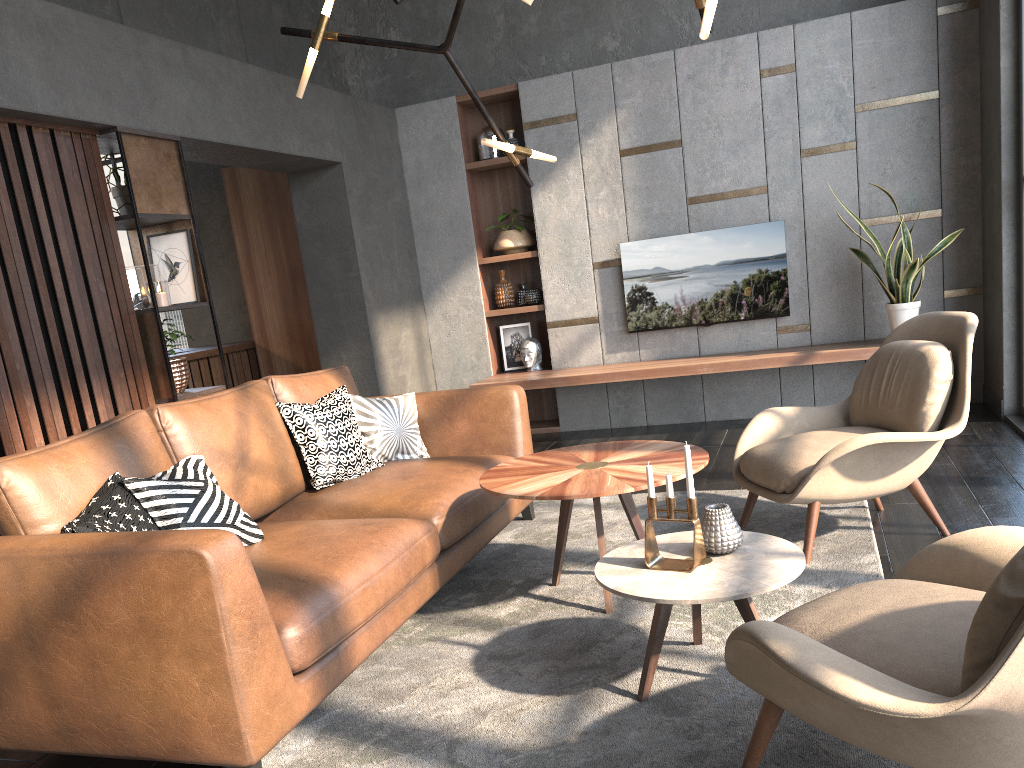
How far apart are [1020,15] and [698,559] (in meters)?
4.14

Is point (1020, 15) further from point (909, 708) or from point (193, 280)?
point (909, 708)

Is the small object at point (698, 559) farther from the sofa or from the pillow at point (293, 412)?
the pillow at point (293, 412)

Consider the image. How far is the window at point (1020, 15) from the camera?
4.77m

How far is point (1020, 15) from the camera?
4.8m

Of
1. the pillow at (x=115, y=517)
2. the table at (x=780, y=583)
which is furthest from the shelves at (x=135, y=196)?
the table at (x=780, y=583)

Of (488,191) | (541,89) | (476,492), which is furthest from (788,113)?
(476,492)

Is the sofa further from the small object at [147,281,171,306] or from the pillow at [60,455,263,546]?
the small object at [147,281,171,306]

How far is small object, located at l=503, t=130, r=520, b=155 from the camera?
6.52m

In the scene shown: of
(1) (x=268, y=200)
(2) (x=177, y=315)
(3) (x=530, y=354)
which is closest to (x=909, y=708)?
(3) (x=530, y=354)
